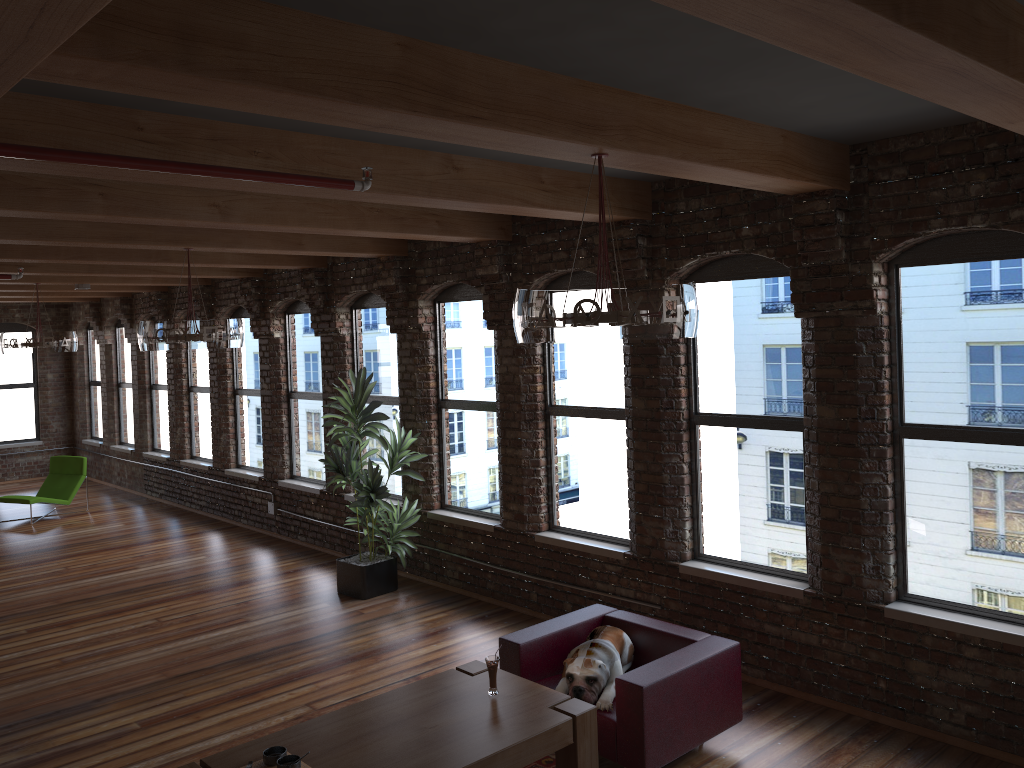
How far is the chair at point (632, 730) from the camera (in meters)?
4.48

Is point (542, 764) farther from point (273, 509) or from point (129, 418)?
point (129, 418)

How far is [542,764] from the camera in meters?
4.9

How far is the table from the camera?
3.90m

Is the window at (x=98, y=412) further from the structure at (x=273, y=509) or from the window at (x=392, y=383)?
the window at (x=392, y=383)

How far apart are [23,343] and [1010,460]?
9.7 meters

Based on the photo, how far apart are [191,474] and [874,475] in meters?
9.8

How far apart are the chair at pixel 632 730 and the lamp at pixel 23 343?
7.4m

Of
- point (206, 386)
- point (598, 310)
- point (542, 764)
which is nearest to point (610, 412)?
point (542, 764)

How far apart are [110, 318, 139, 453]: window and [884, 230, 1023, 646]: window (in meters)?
12.42
